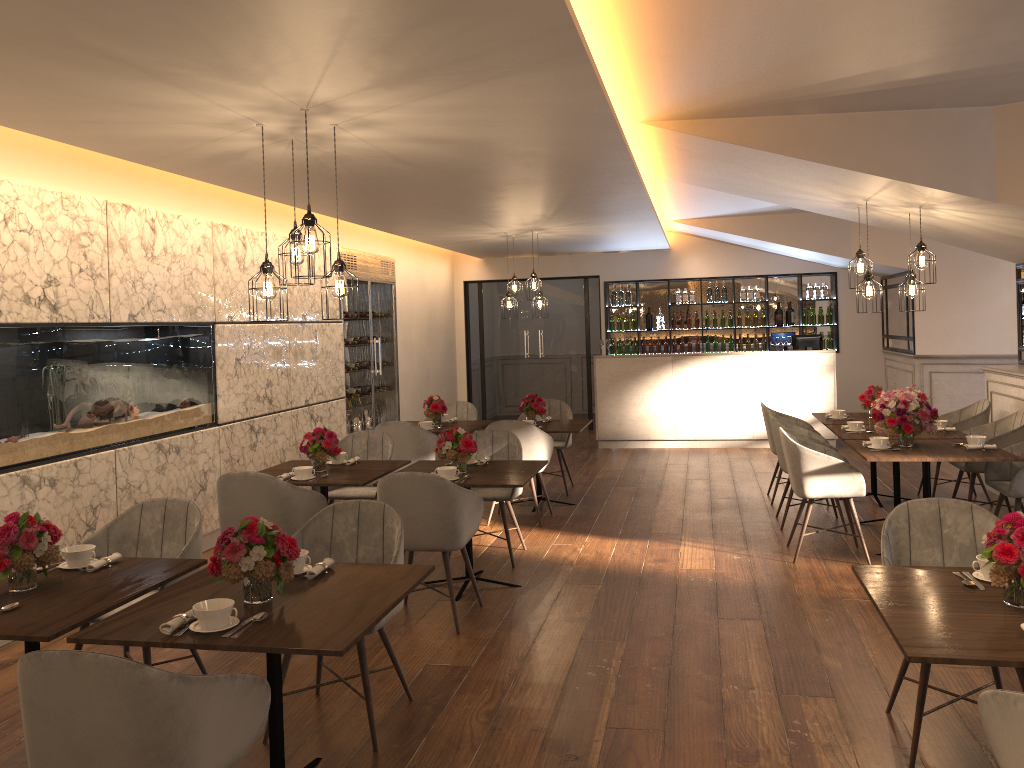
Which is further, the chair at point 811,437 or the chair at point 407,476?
the chair at point 811,437

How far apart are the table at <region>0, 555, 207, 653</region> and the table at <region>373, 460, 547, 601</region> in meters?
1.8

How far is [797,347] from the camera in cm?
1114

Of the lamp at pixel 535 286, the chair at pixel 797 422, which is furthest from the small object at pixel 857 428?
the lamp at pixel 535 286

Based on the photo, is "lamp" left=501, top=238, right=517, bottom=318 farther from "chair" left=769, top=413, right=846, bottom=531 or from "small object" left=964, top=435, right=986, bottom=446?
"small object" left=964, top=435, right=986, bottom=446

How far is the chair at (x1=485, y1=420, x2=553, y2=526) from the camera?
7.1 meters

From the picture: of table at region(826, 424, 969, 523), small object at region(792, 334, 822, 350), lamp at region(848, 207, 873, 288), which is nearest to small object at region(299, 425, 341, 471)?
table at region(826, 424, 969, 523)

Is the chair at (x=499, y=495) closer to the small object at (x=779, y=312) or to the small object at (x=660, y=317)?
the small object at (x=660, y=317)

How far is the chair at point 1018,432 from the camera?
6.41m

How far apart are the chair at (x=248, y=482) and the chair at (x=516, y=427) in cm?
216
